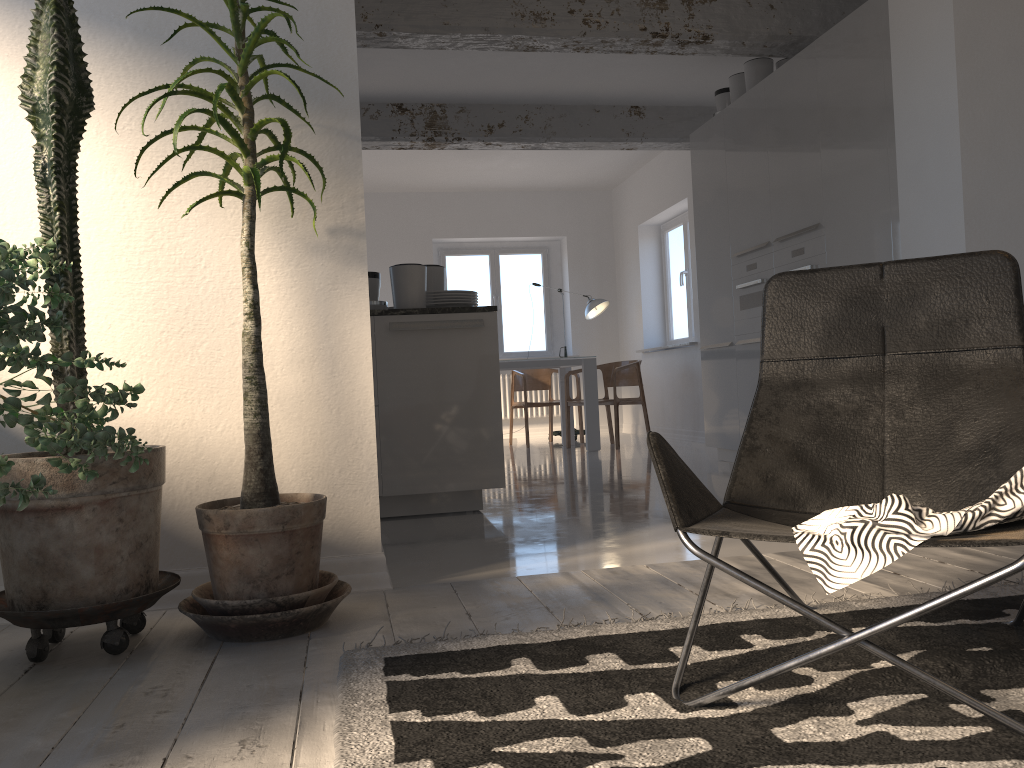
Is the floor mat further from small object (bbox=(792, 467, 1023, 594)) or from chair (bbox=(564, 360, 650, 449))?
chair (bbox=(564, 360, 650, 449))

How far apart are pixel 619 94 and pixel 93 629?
5.93m

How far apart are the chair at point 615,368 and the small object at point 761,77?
2.5 meters

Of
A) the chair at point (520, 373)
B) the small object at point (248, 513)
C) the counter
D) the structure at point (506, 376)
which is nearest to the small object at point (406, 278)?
the counter

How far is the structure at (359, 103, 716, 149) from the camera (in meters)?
7.06

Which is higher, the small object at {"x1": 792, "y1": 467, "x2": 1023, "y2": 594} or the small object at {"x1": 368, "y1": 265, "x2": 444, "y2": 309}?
the small object at {"x1": 368, "y1": 265, "x2": 444, "y2": 309}

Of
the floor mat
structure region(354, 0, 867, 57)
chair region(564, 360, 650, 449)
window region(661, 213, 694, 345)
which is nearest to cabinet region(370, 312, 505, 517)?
structure region(354, 0, 867, 57)

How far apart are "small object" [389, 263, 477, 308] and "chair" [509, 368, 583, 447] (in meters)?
4.30

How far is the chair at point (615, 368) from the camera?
8.1m

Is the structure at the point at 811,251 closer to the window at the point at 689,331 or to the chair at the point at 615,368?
the chair at the point at 615,368
